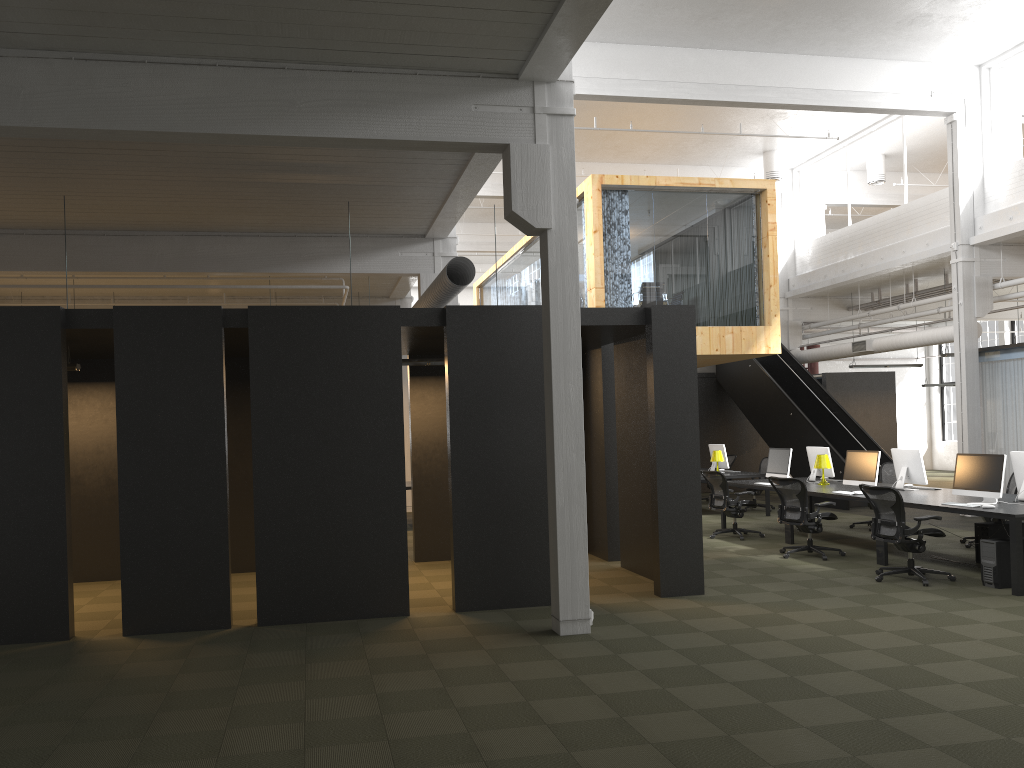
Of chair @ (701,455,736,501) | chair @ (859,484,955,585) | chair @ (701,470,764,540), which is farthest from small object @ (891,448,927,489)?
chair @ (701,455,736,501)

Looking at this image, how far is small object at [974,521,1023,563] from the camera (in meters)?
9.97

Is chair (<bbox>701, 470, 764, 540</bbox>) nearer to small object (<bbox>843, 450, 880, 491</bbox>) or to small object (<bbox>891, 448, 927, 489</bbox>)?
small object (<bbox>843, 450, 880, 491</bbox>)

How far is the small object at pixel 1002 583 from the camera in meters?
8.6 m

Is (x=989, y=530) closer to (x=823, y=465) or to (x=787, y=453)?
(x=823, y=465)

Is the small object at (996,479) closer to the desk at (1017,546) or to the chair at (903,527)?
the desk at (1017,546)

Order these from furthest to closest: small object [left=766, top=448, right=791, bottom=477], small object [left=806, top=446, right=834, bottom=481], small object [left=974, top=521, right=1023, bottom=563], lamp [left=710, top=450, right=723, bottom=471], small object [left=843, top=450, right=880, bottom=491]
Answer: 1. lamp [left=710, top=450, right=723, bottom=471]
2. small object [left=806, top=446, right=834, bottom=481]
3. small object [left=766, top=448, right=791, bottom=477]
4. small object [left=843, top=450, right=880, bottom=491]
5. small object [left=974, top=521, right=1023, bottom=563]

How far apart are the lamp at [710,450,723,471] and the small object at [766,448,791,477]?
2.4m

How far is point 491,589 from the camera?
8.22m

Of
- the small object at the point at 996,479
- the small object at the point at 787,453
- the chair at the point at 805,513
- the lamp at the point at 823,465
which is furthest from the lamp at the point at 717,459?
the small object at the point at 996,479
